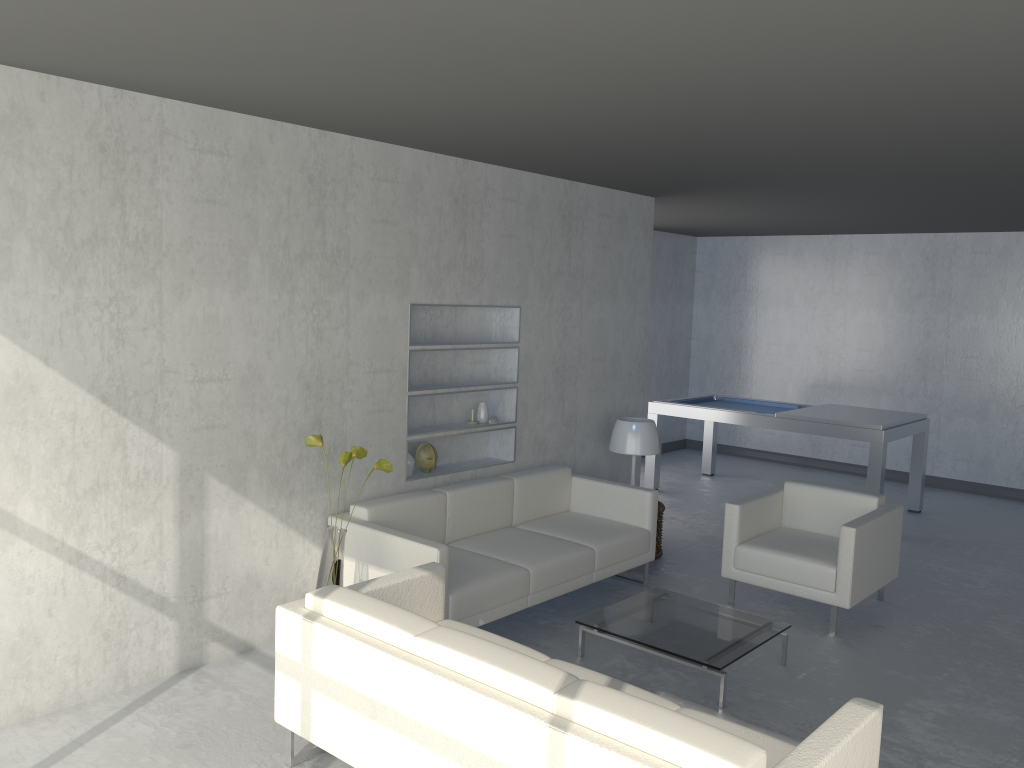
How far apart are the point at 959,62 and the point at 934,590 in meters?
3.8 m

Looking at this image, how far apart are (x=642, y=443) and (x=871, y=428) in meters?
2.1

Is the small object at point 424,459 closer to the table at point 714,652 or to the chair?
the table at point 714,652

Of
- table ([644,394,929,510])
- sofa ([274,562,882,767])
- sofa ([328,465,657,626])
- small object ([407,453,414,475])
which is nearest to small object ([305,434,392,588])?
sofa ([328,465,657,626])

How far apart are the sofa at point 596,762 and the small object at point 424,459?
1.4 meters

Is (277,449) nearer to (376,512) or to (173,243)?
(376,512)

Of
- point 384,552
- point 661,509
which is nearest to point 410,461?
point 384,552

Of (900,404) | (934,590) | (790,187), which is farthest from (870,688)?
(900,404)

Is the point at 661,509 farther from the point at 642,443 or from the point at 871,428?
the point at 871,428

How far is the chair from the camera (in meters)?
4.71
